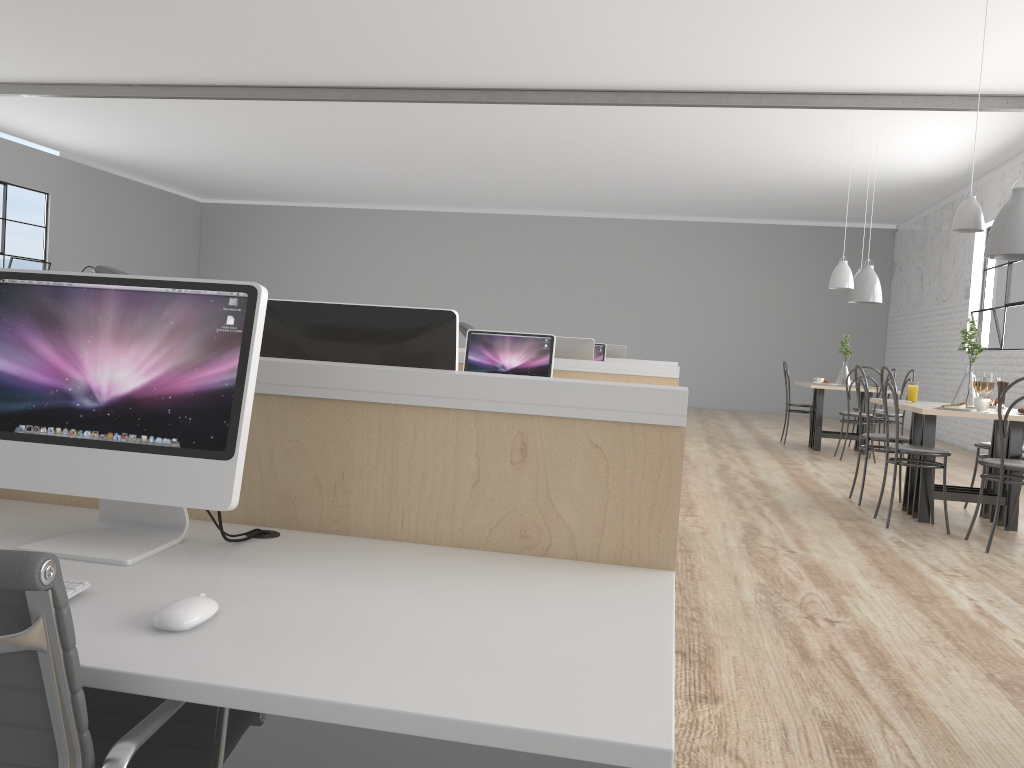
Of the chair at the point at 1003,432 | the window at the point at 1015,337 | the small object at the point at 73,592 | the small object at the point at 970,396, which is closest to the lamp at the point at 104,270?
the small object at the point at 73,592

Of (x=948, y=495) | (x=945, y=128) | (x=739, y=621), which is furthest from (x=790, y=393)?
(x=739, y=621)

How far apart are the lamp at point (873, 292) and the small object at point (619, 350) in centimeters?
187cm

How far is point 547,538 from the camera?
1.3m

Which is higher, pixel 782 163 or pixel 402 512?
pixel 782 163

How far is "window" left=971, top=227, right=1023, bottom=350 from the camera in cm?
740

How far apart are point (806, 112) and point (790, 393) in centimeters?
574cm

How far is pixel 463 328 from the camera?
4.4 meters

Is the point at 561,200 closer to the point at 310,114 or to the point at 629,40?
the point at 310,114

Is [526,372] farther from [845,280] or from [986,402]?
[845,280]
